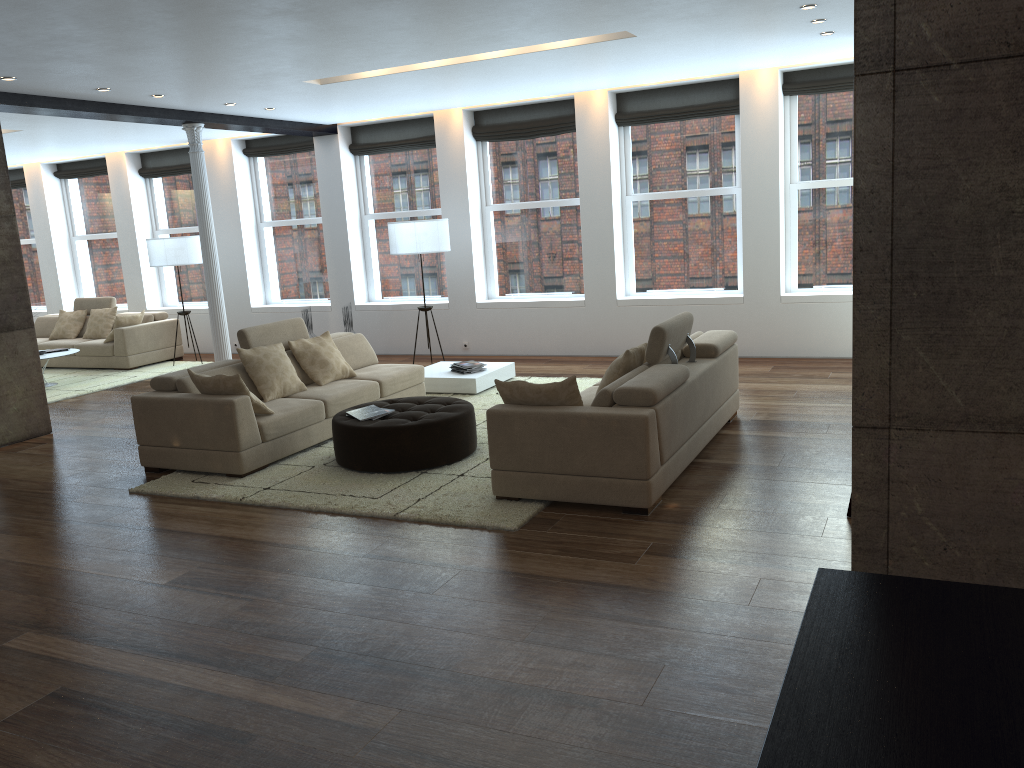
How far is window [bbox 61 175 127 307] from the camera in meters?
14.0

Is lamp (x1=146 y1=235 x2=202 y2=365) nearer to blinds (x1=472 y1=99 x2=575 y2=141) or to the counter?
blinds (x1=472 y1=99 x2=575 y2=141)

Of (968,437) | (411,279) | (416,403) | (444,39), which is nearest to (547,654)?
(968,437)

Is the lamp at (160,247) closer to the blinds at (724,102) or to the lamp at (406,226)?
the lamp at (406,226)

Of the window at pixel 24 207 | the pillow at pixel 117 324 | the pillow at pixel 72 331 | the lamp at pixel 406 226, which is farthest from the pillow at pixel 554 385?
the window at pixel 24 207

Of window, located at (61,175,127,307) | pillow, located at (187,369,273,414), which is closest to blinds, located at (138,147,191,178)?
window, located at (61,175,127,307)

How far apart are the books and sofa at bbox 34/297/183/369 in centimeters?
670cm

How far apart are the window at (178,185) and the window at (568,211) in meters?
4.8

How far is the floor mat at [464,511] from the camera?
5.2 meters

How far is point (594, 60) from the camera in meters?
7.8
